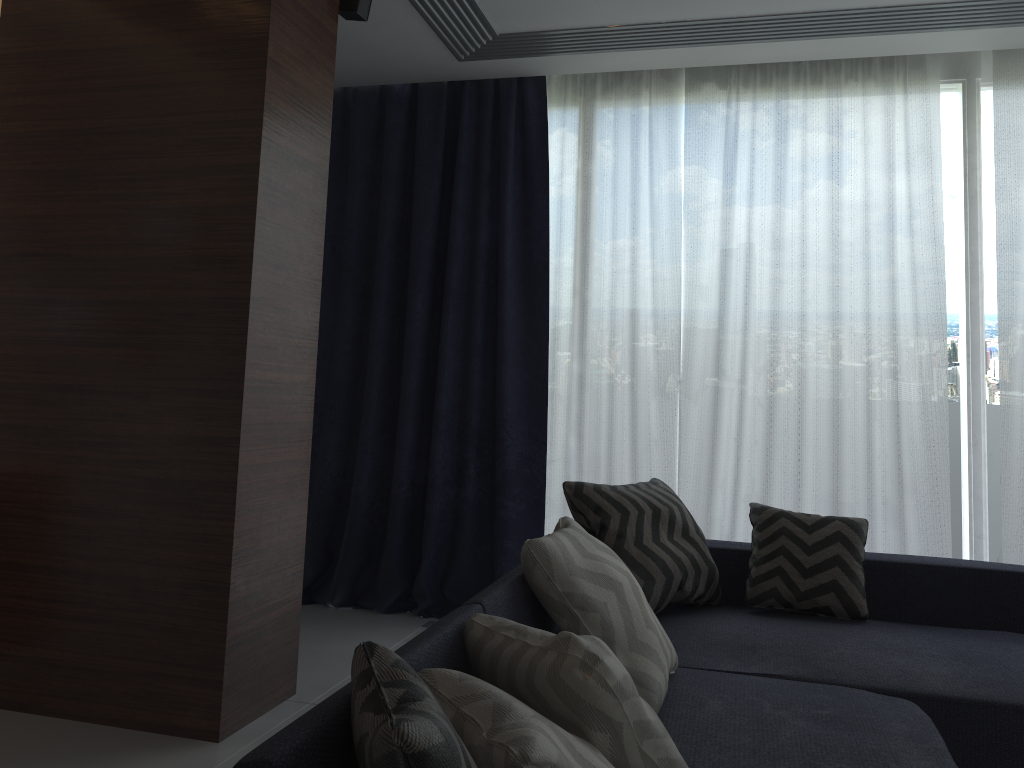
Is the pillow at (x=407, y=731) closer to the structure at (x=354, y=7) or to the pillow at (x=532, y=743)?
the pillow at (x=532, y=743)

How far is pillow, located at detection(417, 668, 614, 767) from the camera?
1.1m

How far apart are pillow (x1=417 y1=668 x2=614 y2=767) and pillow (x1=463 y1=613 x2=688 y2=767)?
0.1m

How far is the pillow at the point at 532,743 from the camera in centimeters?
108cm

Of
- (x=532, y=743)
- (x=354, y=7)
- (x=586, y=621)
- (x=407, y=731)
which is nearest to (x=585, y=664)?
(x=532, y=743)

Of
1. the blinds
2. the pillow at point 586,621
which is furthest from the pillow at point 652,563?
the blinds

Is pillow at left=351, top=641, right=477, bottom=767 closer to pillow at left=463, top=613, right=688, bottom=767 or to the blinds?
pillow at left=463, top=613, right=688, bottom=767

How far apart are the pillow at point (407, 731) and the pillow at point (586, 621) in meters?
0.8

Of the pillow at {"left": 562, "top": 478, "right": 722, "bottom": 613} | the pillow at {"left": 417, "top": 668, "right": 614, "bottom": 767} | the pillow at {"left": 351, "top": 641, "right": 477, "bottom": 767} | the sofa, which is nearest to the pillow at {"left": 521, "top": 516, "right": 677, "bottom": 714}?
the sofa

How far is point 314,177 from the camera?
3.0 meters
